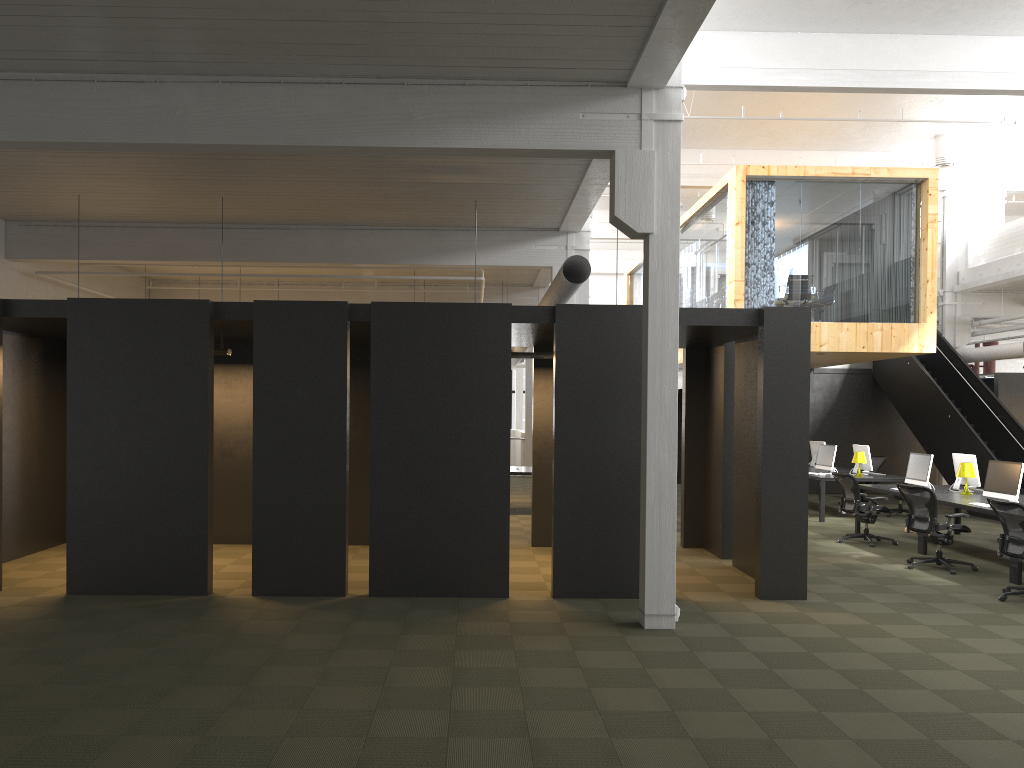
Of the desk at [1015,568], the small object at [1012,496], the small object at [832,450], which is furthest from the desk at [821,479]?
the small object at [1012,496]

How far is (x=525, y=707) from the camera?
5.3m

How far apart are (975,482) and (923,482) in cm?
71

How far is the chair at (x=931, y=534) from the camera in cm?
1031

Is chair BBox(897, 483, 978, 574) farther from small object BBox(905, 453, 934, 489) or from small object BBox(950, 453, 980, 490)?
small object BBox(950, 453, 980, 490)

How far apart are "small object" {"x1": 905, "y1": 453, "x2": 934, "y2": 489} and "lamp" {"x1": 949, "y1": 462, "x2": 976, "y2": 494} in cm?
44

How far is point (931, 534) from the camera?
10.3 meters

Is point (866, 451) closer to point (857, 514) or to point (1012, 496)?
point (857, 514)

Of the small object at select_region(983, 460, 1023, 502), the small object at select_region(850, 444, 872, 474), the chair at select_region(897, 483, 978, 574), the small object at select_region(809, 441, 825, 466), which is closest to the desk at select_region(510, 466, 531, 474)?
the small object at select_region(850, 444, 872, 474)

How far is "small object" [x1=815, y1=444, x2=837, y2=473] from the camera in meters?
15.8
